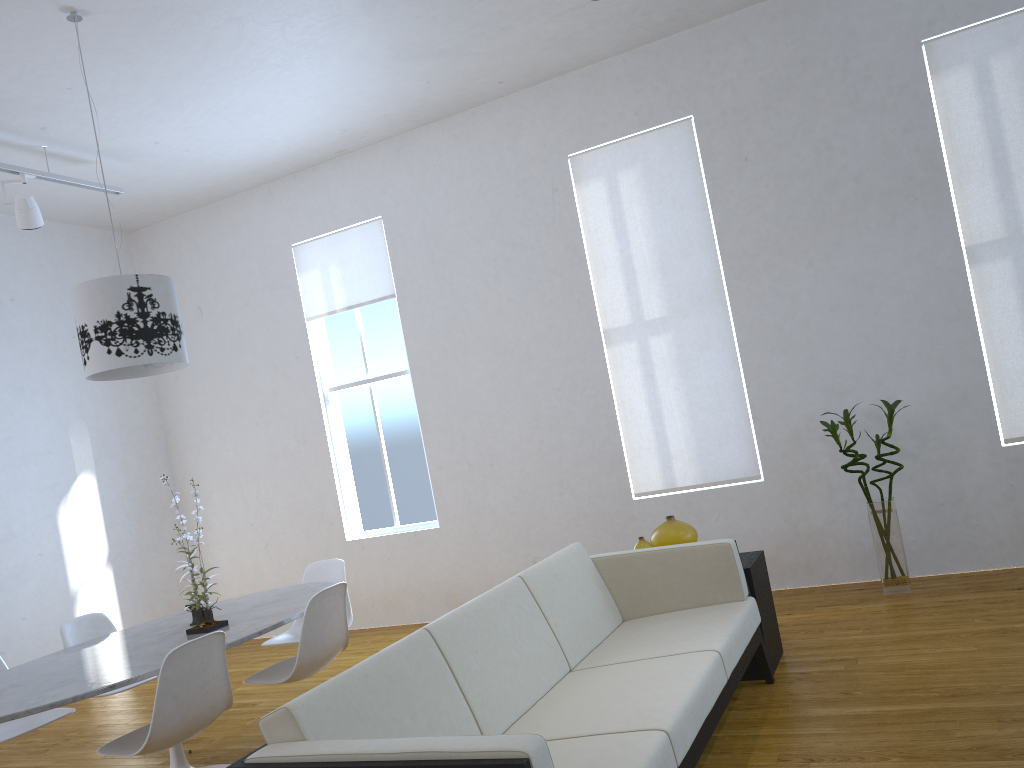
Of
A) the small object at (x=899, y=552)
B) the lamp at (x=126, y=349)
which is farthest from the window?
the small object at (x=899, y=552)

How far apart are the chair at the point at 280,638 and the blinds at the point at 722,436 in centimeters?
185cm

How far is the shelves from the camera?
3.5m

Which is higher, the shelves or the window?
the window

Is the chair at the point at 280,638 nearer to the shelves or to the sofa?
the sofa

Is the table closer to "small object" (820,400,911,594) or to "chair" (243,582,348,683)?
"chair" (243,582,348,683)

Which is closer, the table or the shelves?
the table

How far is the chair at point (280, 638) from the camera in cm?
433

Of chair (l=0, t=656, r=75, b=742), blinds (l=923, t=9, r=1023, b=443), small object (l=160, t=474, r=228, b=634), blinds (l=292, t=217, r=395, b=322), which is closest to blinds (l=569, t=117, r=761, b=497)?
blinds (l=923, t=9, r=1023, b=443)

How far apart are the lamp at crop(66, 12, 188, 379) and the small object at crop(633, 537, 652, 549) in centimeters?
206cm
